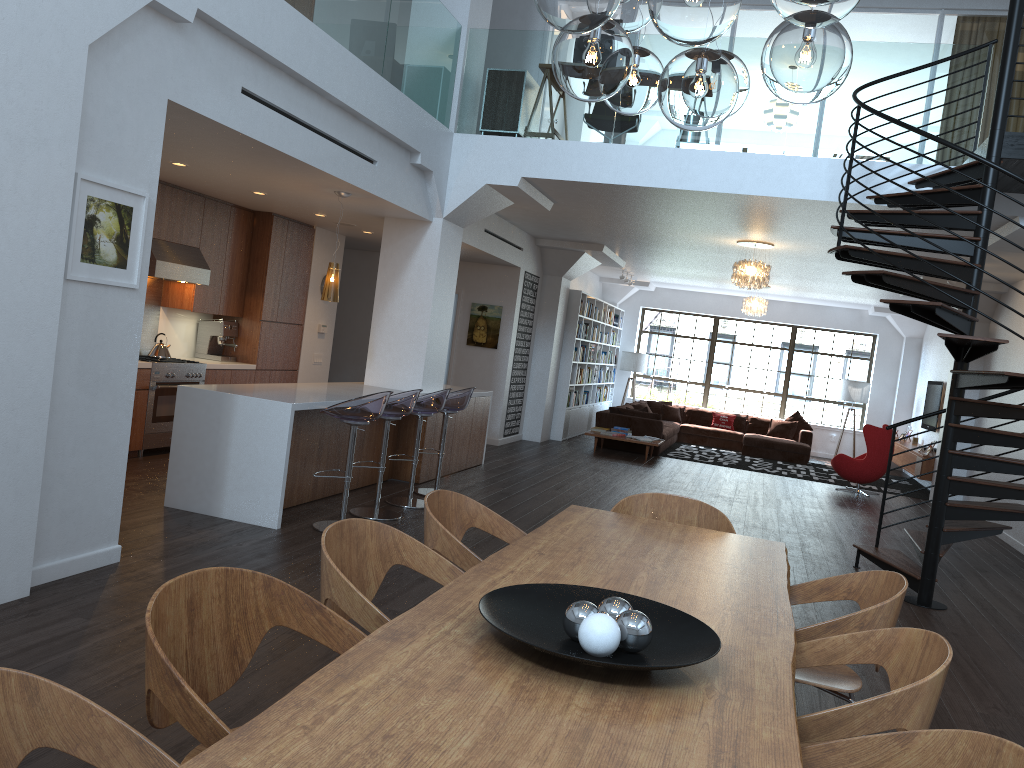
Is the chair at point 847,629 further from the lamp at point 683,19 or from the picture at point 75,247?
the picture at point 75,247

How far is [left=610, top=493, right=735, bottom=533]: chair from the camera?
4.2m

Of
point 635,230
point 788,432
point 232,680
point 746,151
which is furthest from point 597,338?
Answer: point 232,680

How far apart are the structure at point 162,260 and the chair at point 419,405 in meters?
2.7

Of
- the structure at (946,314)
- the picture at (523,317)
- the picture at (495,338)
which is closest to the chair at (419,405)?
the structure at (946,314)

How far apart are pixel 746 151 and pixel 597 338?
8.4m

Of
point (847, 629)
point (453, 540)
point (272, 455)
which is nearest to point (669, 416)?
point (272, 455)

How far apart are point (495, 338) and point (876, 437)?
5.4 meters

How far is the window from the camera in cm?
1790

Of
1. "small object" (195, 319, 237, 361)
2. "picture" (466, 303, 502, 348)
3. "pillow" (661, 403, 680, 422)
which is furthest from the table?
"pillow" (661, 403, 680, 422)
